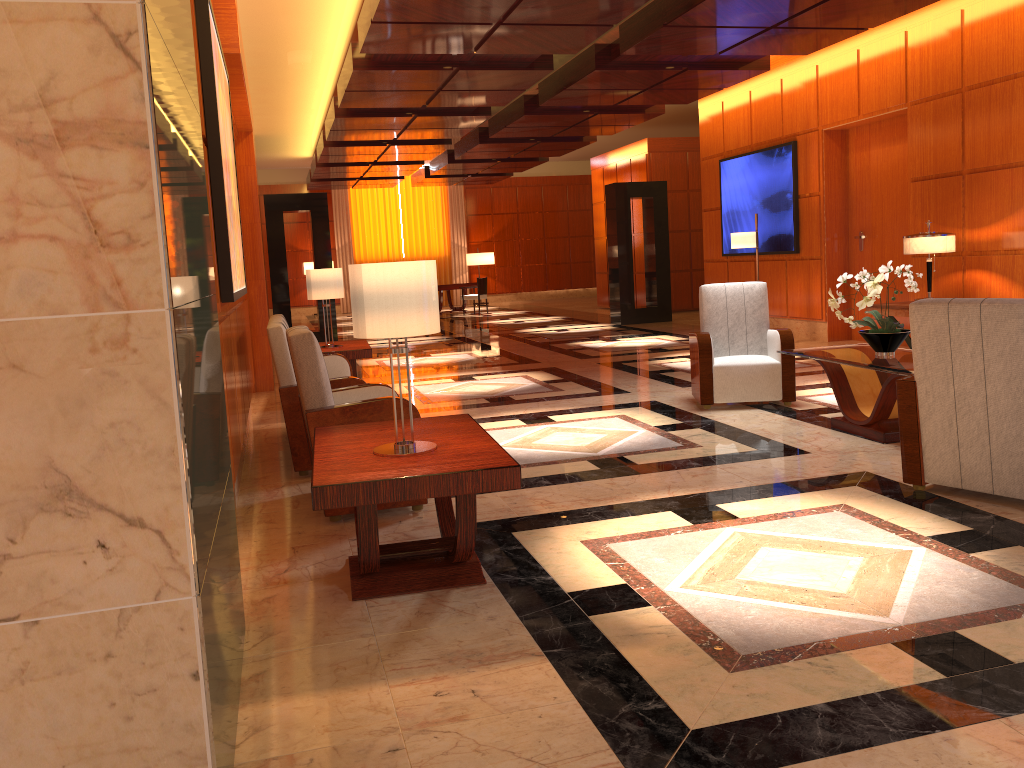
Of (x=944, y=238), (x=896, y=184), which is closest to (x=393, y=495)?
(x=944, y=238)

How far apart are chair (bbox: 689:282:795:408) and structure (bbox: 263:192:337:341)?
8.3 meters

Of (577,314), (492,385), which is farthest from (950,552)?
(577,314)

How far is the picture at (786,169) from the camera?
11.6 meters

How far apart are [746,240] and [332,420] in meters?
7.7

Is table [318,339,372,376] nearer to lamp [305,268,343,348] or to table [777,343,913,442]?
lamp [305,268,343,348]

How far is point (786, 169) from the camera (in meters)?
11.57

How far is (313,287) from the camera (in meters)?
8.08

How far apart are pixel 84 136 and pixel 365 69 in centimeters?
785cm

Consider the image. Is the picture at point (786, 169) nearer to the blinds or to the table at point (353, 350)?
the table at point (353, 350)
